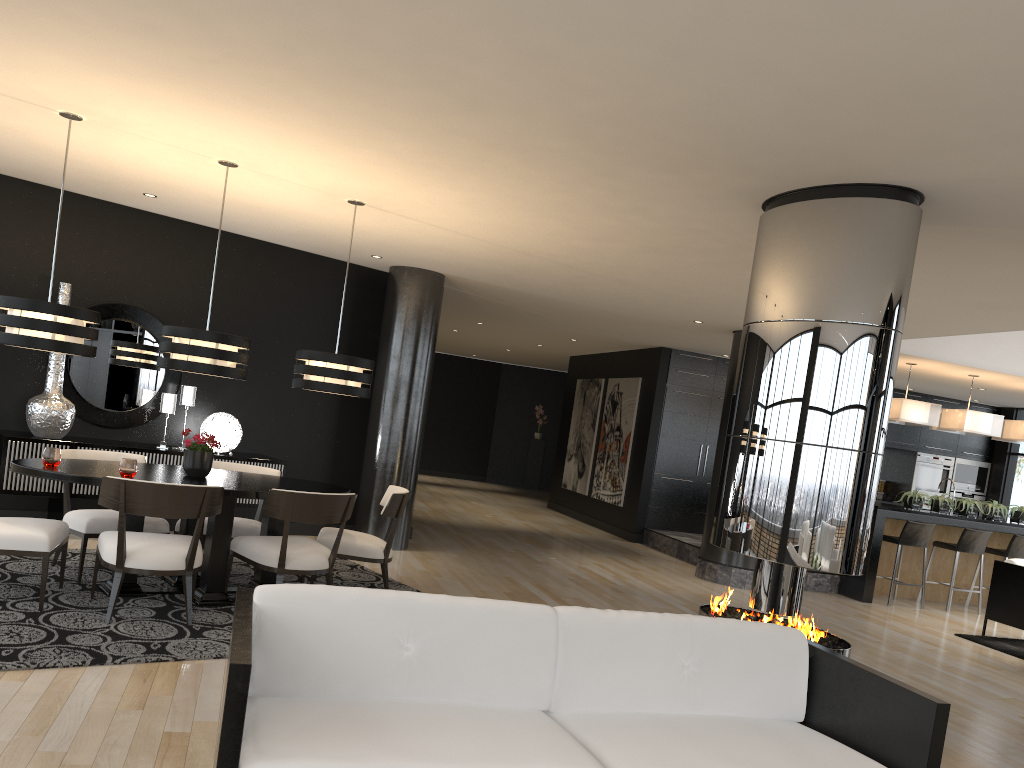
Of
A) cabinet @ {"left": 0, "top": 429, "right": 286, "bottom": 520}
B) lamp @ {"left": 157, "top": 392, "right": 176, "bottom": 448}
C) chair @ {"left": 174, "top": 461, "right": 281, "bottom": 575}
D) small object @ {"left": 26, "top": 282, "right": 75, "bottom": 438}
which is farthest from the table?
lamp @ {"left": 157, "top": 392, "right": 176, "bottom": 448}

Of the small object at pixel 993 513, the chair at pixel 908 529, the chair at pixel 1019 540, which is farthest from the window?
the chair at pixel 908 529

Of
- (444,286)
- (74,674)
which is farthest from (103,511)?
(444,286)

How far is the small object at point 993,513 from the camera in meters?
10.2 m

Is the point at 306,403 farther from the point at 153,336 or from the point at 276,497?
the point at 276,497

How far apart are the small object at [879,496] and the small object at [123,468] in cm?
1194

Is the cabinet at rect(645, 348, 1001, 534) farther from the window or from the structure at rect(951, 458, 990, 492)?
the window

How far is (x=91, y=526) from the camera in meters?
5.4 m

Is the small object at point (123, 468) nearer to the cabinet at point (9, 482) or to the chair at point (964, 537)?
the cabinet at point (9, 482)

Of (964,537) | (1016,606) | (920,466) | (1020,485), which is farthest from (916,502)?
(1020,485)
